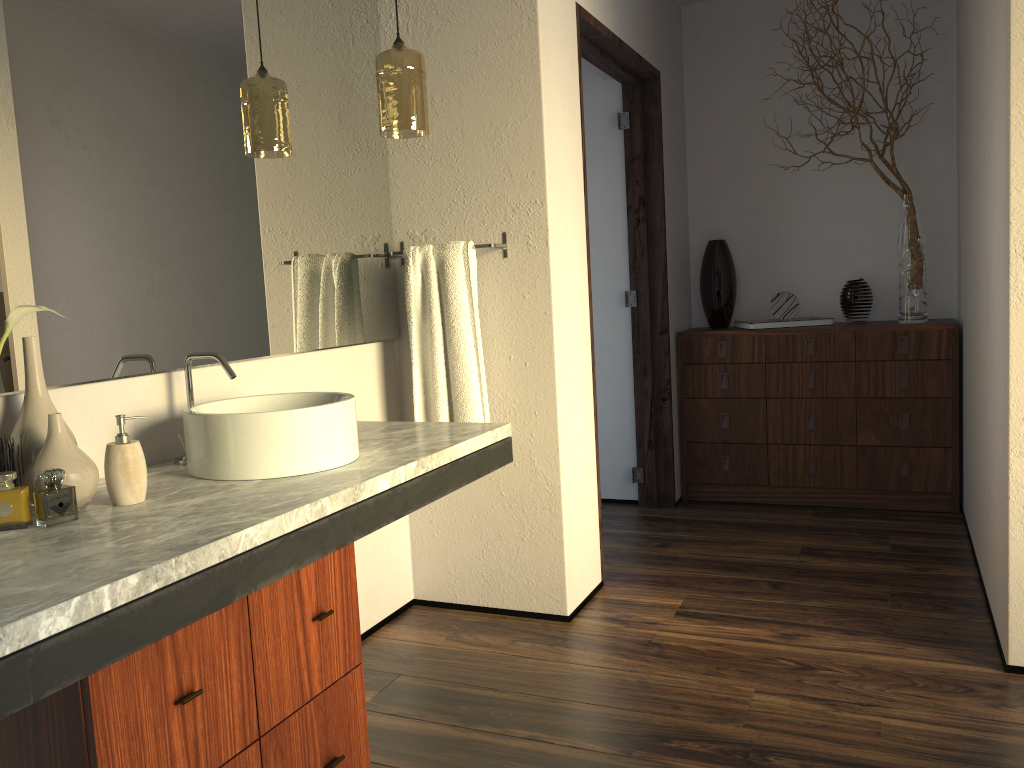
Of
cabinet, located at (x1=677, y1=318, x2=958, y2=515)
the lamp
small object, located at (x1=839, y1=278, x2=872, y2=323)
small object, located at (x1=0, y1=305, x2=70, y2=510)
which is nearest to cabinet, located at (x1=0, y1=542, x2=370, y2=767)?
small object, located at (x1=0, y1=305, x2=70, y2=510)

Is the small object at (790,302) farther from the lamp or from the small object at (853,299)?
the lamp

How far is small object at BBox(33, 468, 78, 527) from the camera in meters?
5.2 m

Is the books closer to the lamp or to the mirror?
the mirror

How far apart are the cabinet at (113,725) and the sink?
0.2m

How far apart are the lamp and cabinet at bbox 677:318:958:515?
2.0m

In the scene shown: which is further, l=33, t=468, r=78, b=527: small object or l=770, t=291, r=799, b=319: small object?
l=33, t=468, r=78, b=527: small object

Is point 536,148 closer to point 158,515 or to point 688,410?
point 158,515

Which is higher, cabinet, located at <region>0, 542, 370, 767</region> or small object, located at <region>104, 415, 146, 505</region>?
small object, located at <region>104, 415, 146, 505</region>

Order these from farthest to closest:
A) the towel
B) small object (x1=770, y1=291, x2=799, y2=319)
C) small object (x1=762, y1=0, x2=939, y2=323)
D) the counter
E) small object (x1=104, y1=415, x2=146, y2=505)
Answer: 1. small object (x1=770, y1=291, x2=799, y2=319)
2. small object (x1=762, y1=0, x2=939, y2=323)
3. the towel
4. small object (x1=104, y1=415, x2=146, y2=505)
5. the counter
